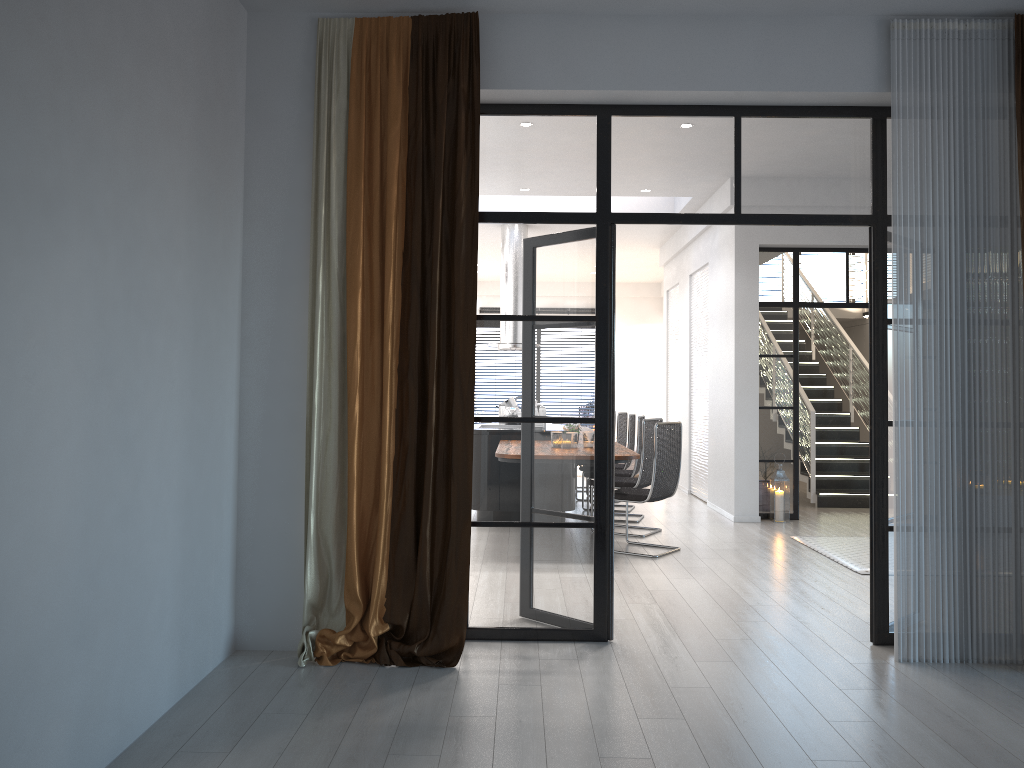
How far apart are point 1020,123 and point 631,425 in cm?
565

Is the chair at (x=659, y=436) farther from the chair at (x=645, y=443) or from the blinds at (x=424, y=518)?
the blinds at (x=424, y=518)

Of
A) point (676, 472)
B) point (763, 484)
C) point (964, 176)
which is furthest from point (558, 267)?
point (763, 484)

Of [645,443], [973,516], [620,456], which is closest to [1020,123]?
[973,516]

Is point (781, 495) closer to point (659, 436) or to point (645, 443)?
point (645, 443)

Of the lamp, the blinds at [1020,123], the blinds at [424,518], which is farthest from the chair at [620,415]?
the blinds at [1020,123]

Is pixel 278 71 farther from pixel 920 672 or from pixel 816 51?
pixel 920 672

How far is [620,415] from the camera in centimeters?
1014cm

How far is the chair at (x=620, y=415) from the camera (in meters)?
10.14

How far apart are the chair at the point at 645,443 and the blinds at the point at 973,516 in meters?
3.5 m
